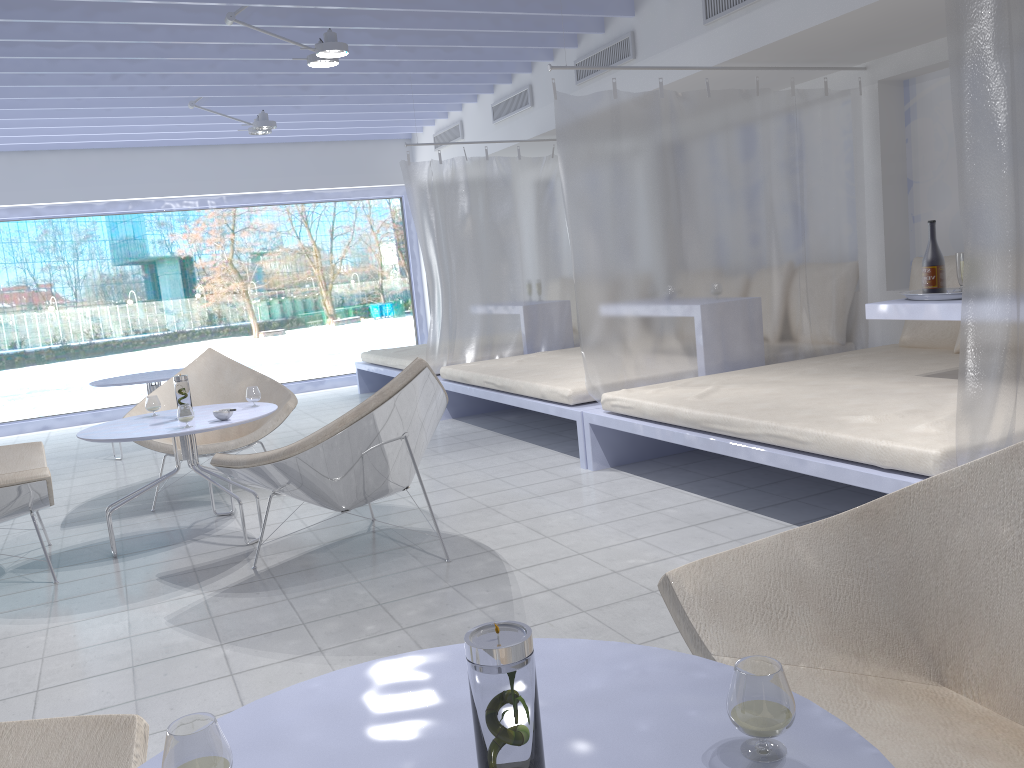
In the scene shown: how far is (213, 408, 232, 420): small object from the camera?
3.6m

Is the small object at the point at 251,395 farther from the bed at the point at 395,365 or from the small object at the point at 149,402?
the bed at the point at 395,365

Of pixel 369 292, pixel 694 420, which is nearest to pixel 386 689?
pixel 694 420

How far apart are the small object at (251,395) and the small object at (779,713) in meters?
3.4

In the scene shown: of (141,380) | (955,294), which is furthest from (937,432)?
(141,380)

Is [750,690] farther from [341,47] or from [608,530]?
[341,47]

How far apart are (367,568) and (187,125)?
5.6 meters

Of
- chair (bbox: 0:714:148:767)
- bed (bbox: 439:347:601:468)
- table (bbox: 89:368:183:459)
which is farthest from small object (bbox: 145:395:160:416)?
chair (bbox: 0:714:148:767)

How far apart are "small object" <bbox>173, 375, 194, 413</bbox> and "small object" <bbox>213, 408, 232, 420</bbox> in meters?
0.3 m

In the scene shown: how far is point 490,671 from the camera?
0.8 meters
